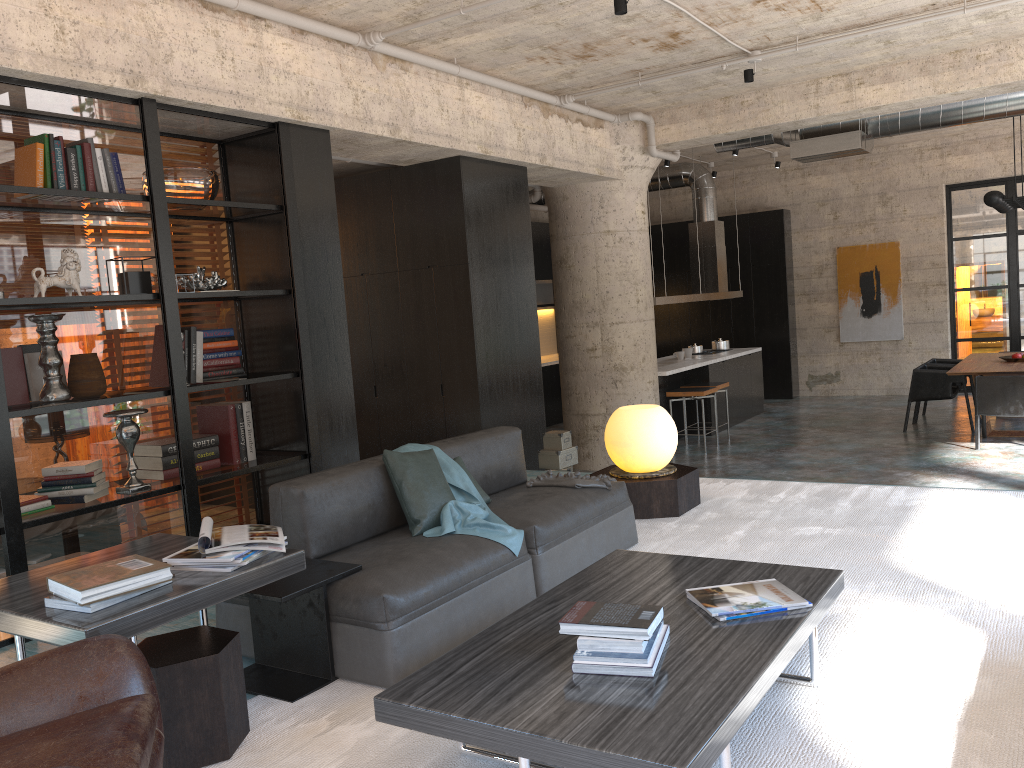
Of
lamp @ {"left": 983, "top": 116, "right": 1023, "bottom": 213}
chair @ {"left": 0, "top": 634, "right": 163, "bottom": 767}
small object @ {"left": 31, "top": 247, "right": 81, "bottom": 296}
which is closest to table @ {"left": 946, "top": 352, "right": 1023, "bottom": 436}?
lamp @ {"left": 983, "top": 116, "right": 1023, "bottom": 213}

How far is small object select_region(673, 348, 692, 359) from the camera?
11.6m

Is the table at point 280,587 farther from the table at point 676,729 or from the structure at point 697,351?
the structure at point 697,351

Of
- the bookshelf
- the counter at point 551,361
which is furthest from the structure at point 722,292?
the bookshelf

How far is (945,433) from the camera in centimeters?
1008cm

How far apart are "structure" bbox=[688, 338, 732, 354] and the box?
5.5 meters

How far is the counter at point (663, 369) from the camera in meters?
10.3

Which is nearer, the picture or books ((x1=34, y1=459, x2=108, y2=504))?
books ((x1=34, y1=459, x2=108, y2=504))

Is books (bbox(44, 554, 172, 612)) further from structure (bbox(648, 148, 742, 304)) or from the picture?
the picture

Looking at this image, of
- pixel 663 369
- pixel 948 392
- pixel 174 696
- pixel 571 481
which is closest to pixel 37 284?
pixel 174 696
